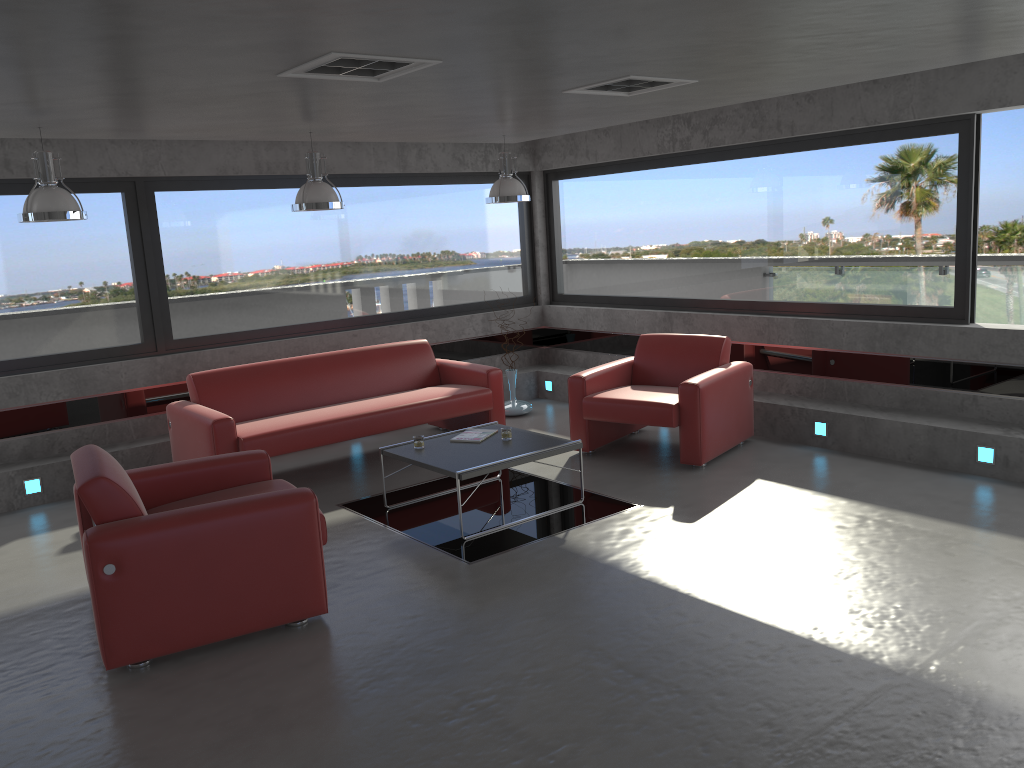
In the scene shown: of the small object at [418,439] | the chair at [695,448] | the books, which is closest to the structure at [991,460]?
the chair at [695,448]

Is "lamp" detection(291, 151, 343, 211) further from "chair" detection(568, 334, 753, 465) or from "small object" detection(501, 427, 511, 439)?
"chair" detection(568, 334, 753, 465)

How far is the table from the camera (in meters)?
5.52

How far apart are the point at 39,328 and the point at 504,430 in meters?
3.9

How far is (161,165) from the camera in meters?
7.4

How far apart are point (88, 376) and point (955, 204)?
6.84m

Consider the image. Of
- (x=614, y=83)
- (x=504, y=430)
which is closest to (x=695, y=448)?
(x=504, y=430)

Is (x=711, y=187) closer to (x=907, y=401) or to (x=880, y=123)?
(x=880, y=123)

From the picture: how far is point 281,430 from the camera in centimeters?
648cm

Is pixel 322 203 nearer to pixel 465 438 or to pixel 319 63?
pixel 465 438
